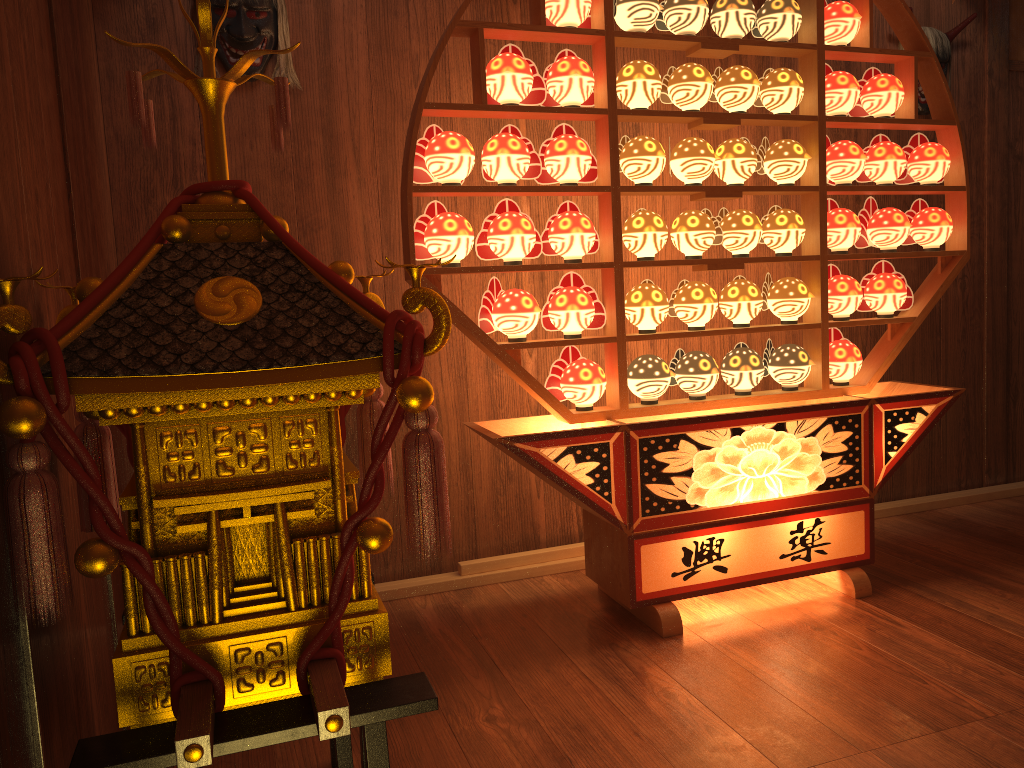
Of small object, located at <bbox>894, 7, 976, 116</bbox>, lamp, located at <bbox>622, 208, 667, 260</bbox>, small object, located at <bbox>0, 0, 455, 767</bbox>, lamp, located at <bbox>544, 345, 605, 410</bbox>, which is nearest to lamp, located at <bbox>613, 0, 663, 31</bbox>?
lamp, located at <bbox>622, 208, 667, 260</bbox>

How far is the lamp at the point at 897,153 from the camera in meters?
2.9 m

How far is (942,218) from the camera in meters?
2.9

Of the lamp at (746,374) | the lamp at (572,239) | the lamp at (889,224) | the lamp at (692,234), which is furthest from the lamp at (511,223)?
the lamp at (889,224)

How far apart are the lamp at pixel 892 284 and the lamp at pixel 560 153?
1.03m

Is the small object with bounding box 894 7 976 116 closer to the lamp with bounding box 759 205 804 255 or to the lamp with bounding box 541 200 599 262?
the lamp with bounding box 759 205 804 255

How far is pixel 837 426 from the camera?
2.7m

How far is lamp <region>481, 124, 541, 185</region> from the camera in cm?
246

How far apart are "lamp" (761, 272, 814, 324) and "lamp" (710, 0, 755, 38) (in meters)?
0.76

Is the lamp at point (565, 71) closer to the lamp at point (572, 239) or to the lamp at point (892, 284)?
the lamp at point (572, 239)
